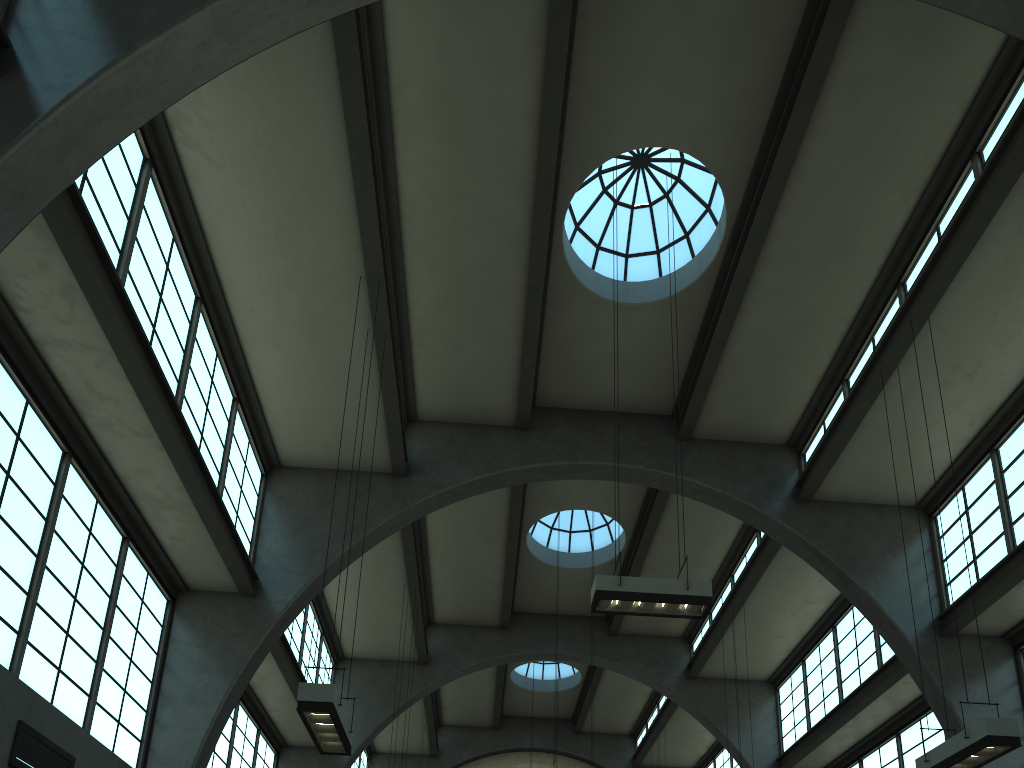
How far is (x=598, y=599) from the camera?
10.01m

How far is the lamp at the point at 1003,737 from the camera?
8.6 meters

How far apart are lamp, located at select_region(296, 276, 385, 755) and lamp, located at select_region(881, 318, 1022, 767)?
6.9m

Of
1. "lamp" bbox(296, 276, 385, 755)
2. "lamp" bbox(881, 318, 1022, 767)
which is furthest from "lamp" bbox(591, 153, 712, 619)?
"lamp" bbox(296, 276, 385, 755)

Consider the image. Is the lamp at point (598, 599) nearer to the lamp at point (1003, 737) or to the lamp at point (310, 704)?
the lamp at point (1003, 737)

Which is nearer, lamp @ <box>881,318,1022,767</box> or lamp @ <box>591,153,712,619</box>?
lamp @ <box>881,318,1022,767</box>

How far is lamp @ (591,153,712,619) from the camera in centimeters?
1001cm

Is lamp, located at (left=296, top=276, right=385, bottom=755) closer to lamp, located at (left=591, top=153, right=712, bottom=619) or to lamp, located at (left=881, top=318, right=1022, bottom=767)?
lamp, located at (left=591, top=153, right=712, bottom=619)

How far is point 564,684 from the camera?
27.1 meters

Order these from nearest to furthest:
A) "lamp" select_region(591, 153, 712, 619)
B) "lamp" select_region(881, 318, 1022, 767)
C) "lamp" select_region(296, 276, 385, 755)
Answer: "lamp" select_region(296, 276, 385, 755)
"lamp" select_region(881, 318, 1022, 767)
"lamp" select_region(591, 153, 712, 619)
